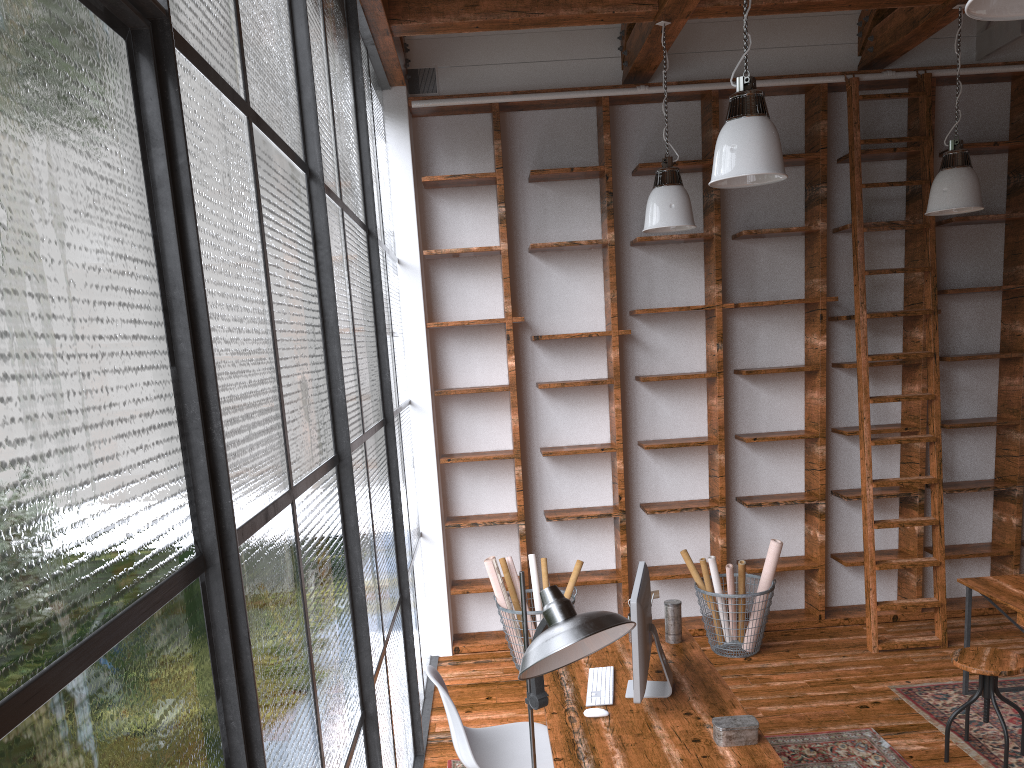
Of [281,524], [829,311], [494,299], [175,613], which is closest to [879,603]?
[829,311]

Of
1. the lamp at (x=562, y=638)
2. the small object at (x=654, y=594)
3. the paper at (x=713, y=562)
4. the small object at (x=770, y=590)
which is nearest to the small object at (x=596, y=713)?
the lamp at (x=562, y=638)

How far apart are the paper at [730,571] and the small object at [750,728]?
2.3 meters

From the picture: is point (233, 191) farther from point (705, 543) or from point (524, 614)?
point (705, 543)

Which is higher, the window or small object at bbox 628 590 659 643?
the window

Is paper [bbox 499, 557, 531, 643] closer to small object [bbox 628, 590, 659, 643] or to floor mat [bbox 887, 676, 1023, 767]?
small object [bbox 628, 590, 659, 643]

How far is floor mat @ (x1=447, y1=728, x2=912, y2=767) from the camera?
3.97m

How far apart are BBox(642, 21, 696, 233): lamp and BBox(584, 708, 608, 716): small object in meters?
2.6

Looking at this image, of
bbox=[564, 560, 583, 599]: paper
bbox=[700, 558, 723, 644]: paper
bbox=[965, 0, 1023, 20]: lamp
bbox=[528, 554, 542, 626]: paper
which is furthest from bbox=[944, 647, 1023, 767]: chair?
bbox=[965, 0, 1023, 20]: lamp

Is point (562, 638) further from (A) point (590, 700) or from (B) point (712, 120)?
(B) point (712, 120)
